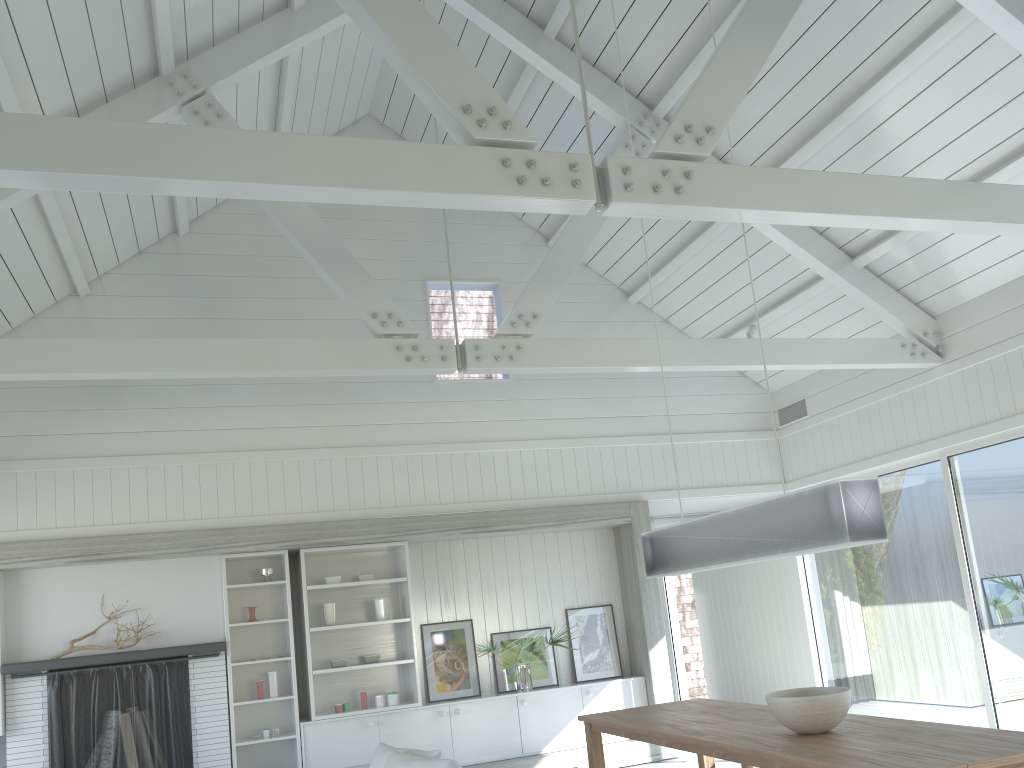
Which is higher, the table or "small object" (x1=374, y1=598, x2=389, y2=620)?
"small object" (x1=374, y1=598, x2=389, y2=620)

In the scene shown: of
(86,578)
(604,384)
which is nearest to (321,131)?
(604,384)

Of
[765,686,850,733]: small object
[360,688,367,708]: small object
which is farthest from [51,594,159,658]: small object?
[765,686,850,733]: small object

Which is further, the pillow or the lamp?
the pillow

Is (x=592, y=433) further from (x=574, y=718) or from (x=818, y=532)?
(x=818, y=532)

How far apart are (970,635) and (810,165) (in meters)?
3.86

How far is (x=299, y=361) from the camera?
5.5m

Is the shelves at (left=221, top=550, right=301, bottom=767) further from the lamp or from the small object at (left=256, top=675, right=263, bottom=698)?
the lamp

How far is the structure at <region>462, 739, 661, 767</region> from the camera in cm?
746

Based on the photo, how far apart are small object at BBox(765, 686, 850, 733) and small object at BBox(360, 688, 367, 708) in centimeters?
424cm
